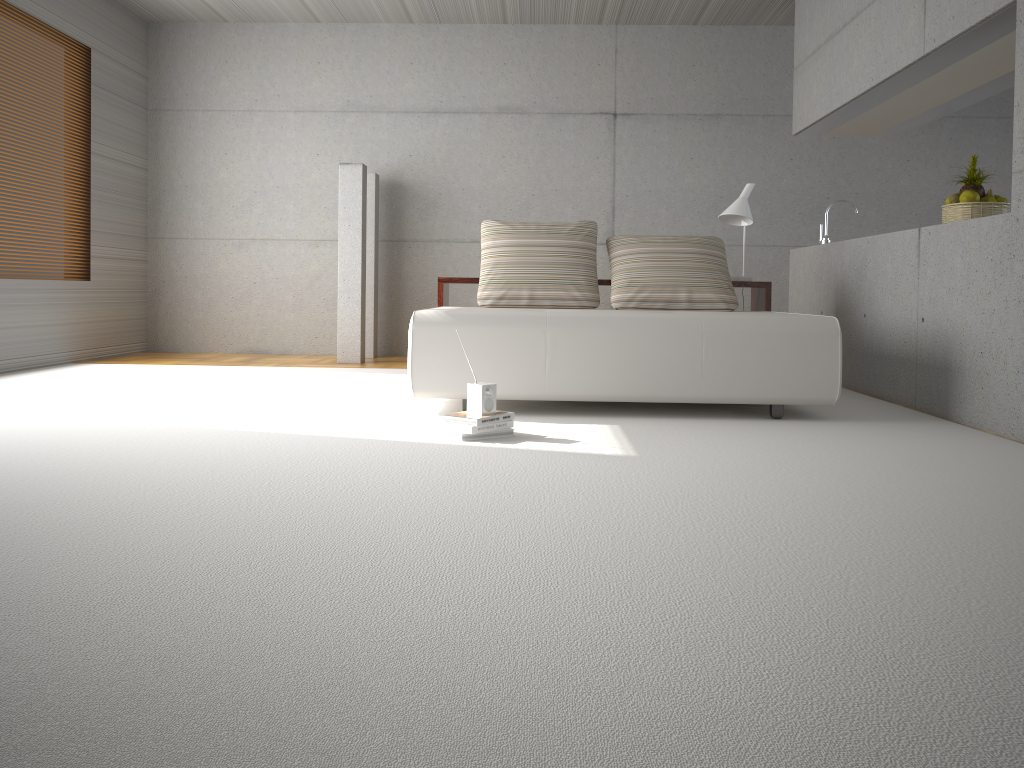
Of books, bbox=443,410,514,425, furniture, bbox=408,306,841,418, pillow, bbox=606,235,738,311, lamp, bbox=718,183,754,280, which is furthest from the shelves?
books, bbox=443,410,514,425

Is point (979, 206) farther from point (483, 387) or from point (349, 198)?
point (349, 198)

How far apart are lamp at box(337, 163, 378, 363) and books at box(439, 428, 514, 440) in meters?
3.8 m

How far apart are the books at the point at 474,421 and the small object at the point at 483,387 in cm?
3

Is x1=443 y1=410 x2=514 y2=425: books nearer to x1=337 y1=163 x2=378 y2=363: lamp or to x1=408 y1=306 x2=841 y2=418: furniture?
x1=408 y1=306 x2=841 y2=418: furniture

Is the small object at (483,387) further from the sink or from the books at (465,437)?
the sink

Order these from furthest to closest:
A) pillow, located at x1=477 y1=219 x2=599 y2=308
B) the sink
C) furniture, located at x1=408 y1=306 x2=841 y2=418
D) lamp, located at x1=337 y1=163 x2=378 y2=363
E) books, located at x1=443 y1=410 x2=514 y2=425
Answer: lamp, located at x1=337 y1=163 x2=378 y2=363 < the sink < pillow, located at x1=477 y1=219 x2=599 y2=308 < furniture, located at x1=408 y1=306 x2=841 y2=418 < books, located at x1=443 y1=410 x2=514 y2=425

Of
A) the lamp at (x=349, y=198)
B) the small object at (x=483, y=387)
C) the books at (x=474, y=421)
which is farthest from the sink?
the small object at (x=483, y=387)

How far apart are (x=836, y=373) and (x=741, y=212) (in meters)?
1.96

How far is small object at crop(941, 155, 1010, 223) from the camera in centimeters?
493cm
